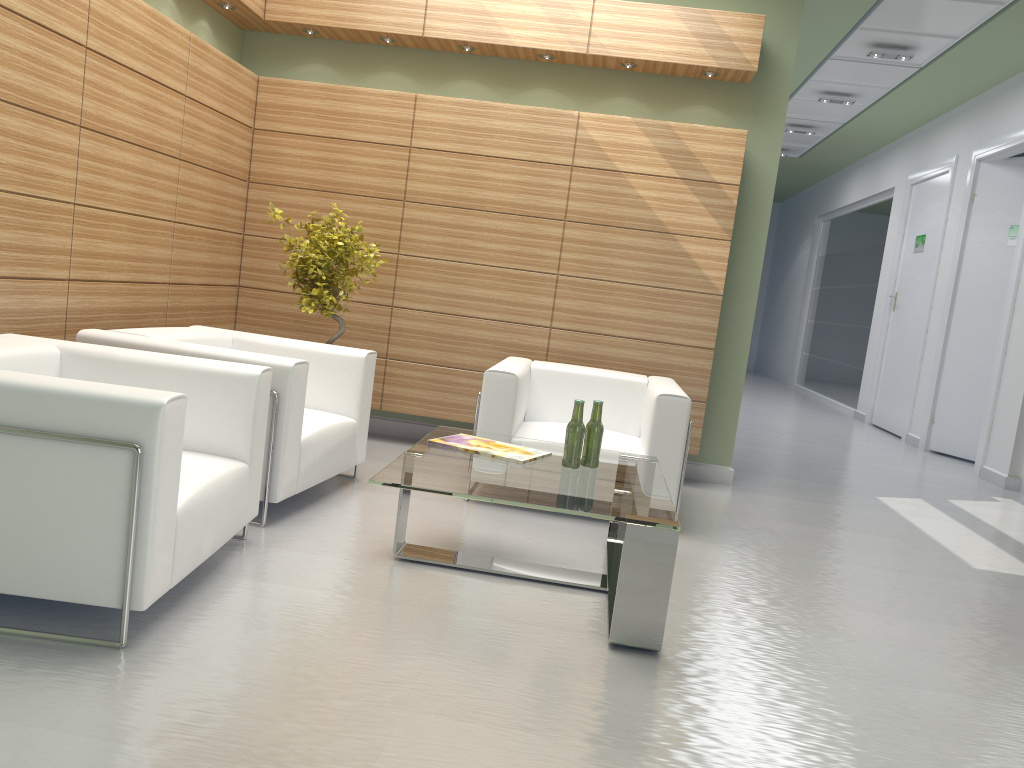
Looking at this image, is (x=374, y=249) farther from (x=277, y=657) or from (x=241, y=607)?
(x=277, y=657)

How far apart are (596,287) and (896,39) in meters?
7.4 m

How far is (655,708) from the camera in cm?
434

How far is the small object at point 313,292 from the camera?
8.52m

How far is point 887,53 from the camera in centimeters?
1367cm

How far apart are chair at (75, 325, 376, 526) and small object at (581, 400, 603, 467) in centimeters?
213cm

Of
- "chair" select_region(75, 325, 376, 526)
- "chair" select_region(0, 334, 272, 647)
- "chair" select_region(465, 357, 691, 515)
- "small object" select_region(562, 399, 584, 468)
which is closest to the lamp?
"chair" select_region(465, 357, 691, 515)

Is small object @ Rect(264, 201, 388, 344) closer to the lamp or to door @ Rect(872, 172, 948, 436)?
the lamp

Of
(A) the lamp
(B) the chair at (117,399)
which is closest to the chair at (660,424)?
(B) the chair at (117,399)

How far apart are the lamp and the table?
10.0 meters
